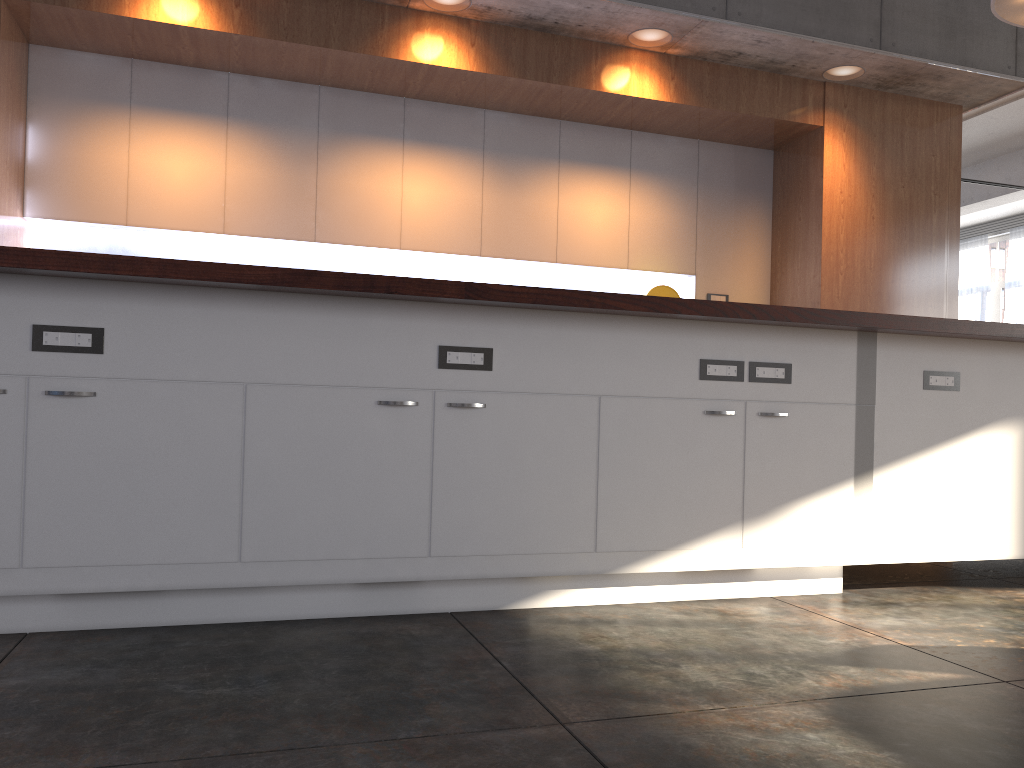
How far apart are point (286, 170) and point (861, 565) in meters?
3.6

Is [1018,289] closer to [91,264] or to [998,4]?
[998,4]

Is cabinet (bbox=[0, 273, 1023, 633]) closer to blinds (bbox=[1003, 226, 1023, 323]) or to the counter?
the counter

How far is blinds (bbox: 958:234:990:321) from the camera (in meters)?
14.51

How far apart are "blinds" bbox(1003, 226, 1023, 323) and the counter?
12.4 meters

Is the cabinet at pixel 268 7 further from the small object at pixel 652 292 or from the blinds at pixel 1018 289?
the blinds at pixel 1018 289

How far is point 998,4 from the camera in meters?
4.3 m

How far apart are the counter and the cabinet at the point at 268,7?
2.4m

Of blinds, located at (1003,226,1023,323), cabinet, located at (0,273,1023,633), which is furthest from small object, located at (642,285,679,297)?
blinds, located at (1003,226,1023,323)

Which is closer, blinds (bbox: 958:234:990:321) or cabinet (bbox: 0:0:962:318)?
cabinet (bbox: 0:0:962:318)
